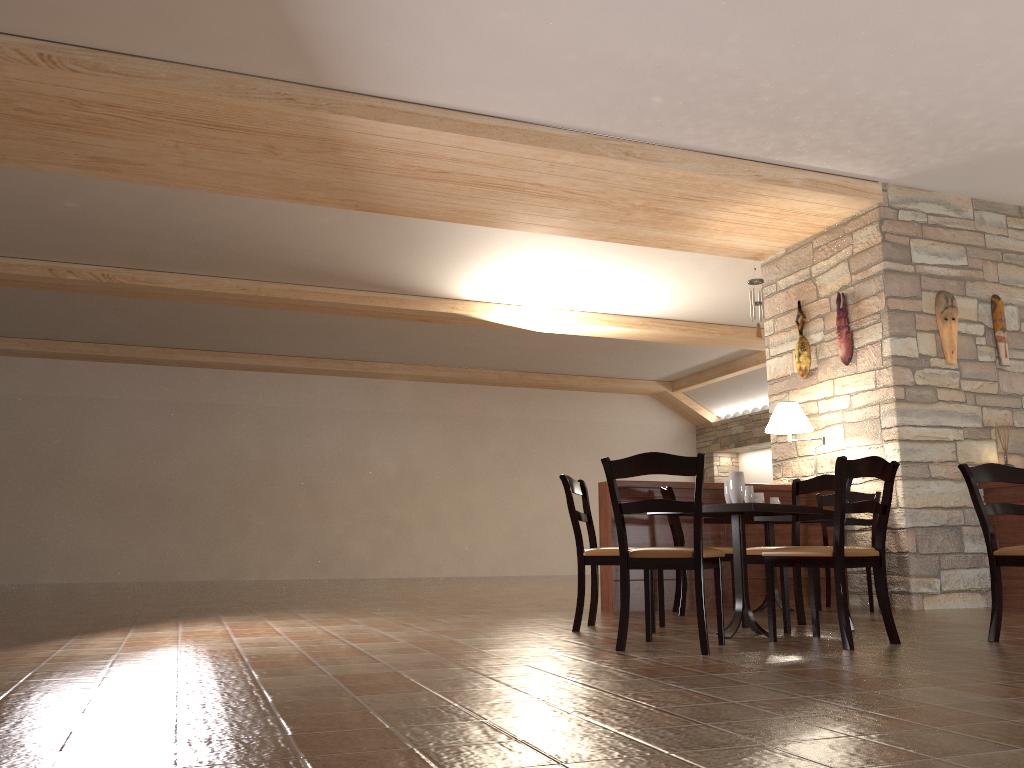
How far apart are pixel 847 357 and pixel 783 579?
2.9 meters

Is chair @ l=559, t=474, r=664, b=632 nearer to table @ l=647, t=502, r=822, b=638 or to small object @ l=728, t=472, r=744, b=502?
table @ l=647, t=502, r=822, b=638

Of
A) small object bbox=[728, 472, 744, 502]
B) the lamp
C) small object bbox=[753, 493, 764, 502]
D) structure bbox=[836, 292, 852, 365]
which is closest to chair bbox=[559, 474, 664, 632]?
small object bbox=[728, 472, 744, 502]

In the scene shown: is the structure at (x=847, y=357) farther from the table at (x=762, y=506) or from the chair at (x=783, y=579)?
the table at (x=762, y=506)

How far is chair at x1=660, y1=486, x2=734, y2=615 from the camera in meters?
5.8

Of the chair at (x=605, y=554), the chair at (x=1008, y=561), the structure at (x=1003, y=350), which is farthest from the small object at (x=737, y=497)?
the structure at (x=1003, y=350)

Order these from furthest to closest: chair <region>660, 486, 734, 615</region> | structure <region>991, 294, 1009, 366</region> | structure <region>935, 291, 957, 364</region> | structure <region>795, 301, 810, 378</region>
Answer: structure <region>795, 301, 810, 378</region>, structure <region>991, 294, 1009, 366</region>, structure <region>935, 291, 957, 364</region>, chair <region>660, 486, 734, 615</region>

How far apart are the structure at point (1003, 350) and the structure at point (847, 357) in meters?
1.2

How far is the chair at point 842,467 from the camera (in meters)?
3.97

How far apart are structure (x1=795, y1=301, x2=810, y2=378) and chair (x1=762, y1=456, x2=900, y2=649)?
3.3m
